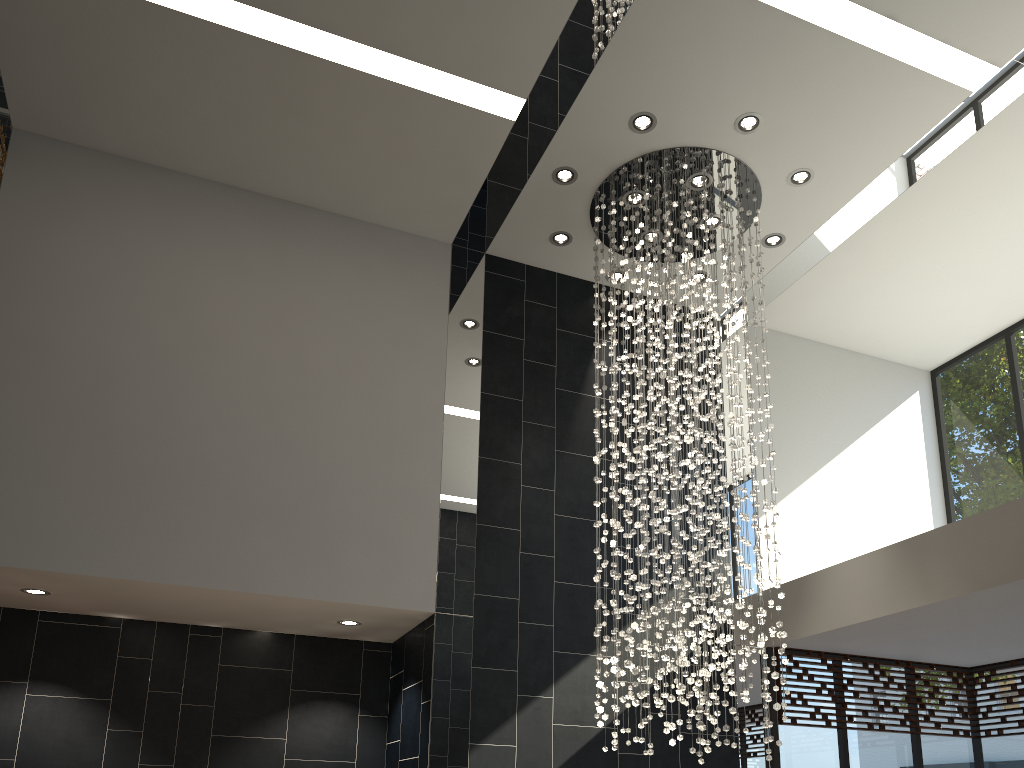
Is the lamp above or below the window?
above

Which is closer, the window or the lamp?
the lamp

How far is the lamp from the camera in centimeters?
613cm

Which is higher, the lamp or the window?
the lamp

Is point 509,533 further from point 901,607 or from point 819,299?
point 819,299

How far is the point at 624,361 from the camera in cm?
716

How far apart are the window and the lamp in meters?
1.2 m

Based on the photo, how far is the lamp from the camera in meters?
6.1

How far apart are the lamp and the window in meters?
1.2

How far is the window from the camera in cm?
703
